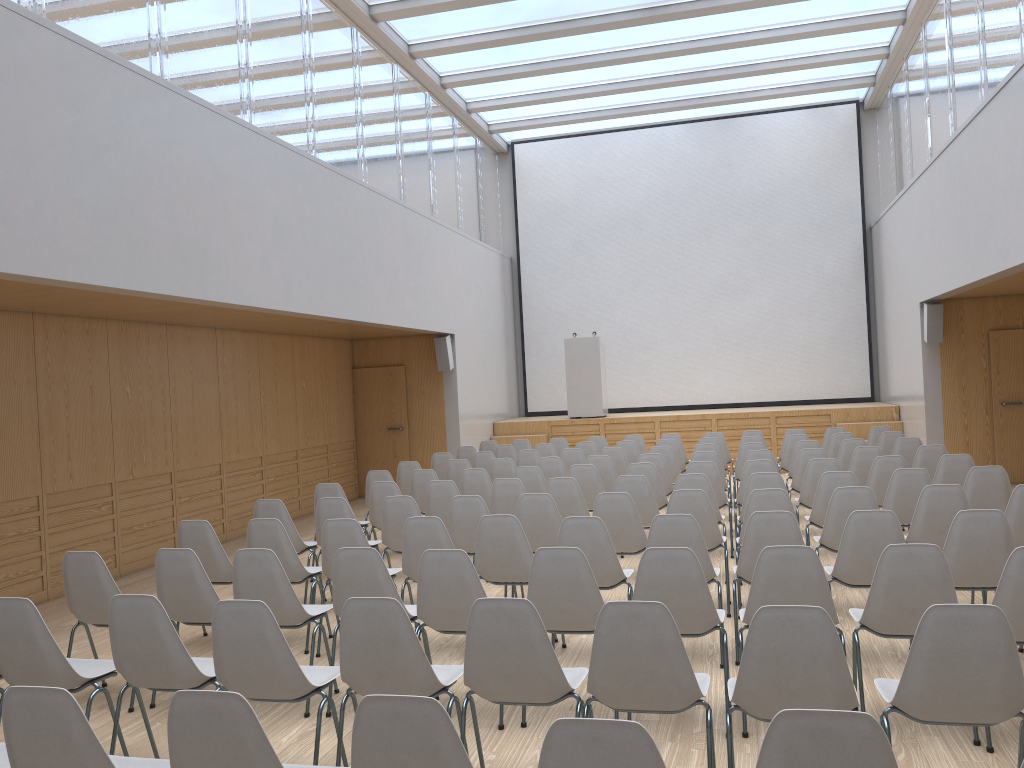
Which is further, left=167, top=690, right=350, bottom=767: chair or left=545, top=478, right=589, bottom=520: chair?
left=545, top=478, right=589, bottom=520: chair

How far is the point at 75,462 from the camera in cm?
802

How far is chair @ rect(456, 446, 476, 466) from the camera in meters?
11.6

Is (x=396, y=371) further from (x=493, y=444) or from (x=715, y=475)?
(x=715, y=475)

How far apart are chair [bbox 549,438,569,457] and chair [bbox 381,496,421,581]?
5.83m

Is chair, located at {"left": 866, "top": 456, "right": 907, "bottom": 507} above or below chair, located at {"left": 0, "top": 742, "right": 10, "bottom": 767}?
above

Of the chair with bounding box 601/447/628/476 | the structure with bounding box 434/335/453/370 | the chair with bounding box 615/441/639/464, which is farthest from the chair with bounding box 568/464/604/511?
the structure with bounding box 434/335/453/370

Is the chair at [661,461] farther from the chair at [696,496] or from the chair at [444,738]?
the chair at [444,738]

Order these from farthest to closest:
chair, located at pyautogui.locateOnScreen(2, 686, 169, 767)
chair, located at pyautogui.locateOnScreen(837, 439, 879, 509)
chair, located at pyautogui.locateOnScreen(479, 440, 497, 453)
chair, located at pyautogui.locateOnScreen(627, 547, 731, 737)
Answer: chair, located at pyautogui.locateOnScreen(479, 440, 497, 453) < chair, located at pyautogui.locateOnScreen(837, 439, 879, 509) < chair, located at pyautogui.locateOnScreen(627, 547, 731, 737) < chair, located at pyautogui.locateOnScreen(2, 686, 169, 767)

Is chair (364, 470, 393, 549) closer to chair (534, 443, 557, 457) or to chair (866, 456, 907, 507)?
chair (534, 443, 557, 457)
